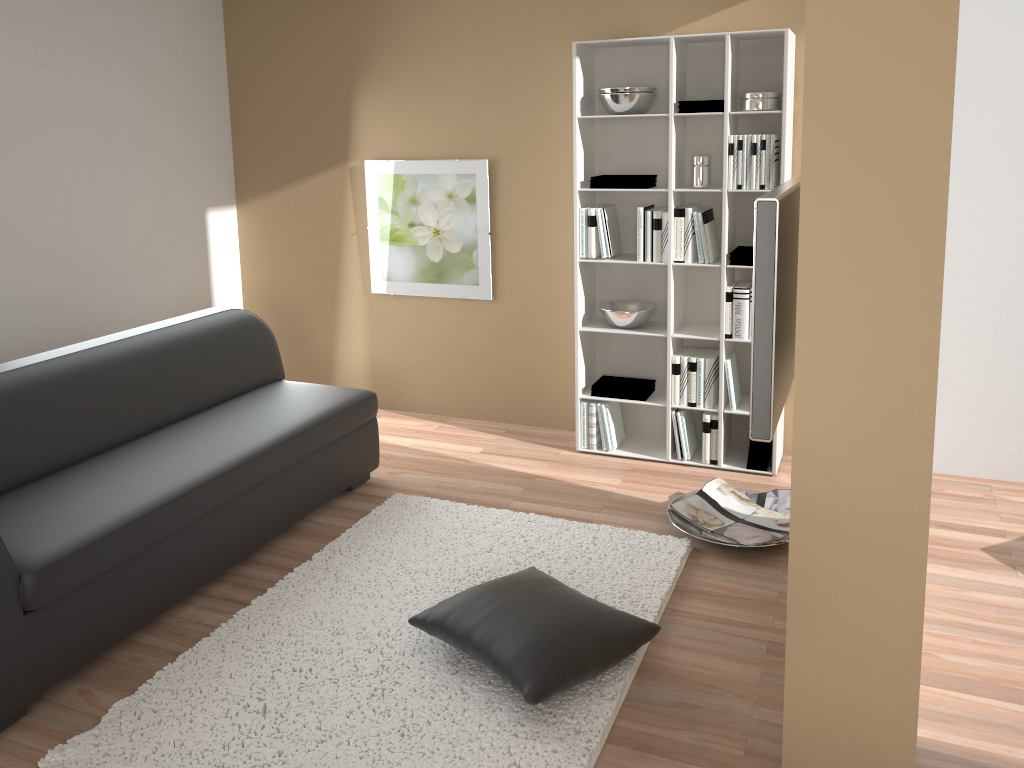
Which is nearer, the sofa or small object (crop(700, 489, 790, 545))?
the sofa

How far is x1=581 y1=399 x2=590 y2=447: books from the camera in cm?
474

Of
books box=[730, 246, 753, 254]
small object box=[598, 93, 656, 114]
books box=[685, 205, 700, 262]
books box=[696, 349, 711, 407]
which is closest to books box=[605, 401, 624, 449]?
books box=[696, 349, 711, 407]

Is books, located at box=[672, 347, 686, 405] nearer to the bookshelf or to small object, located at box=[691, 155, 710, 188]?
the bookshelf

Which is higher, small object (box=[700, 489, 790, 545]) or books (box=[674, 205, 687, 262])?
books (box=[674, 205, 687, 262])

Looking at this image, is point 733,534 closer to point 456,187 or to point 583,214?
point 583,214

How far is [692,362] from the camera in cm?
445

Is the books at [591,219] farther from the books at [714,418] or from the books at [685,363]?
the books at [714,418]

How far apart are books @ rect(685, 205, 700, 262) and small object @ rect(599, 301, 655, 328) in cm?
35

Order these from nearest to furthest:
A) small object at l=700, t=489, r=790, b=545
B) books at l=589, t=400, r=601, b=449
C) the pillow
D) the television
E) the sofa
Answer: the television
the pillow
the sofa
small object at l=700, t=489, r=790, b=545
books at l=589, t=400, r=601, b=449
